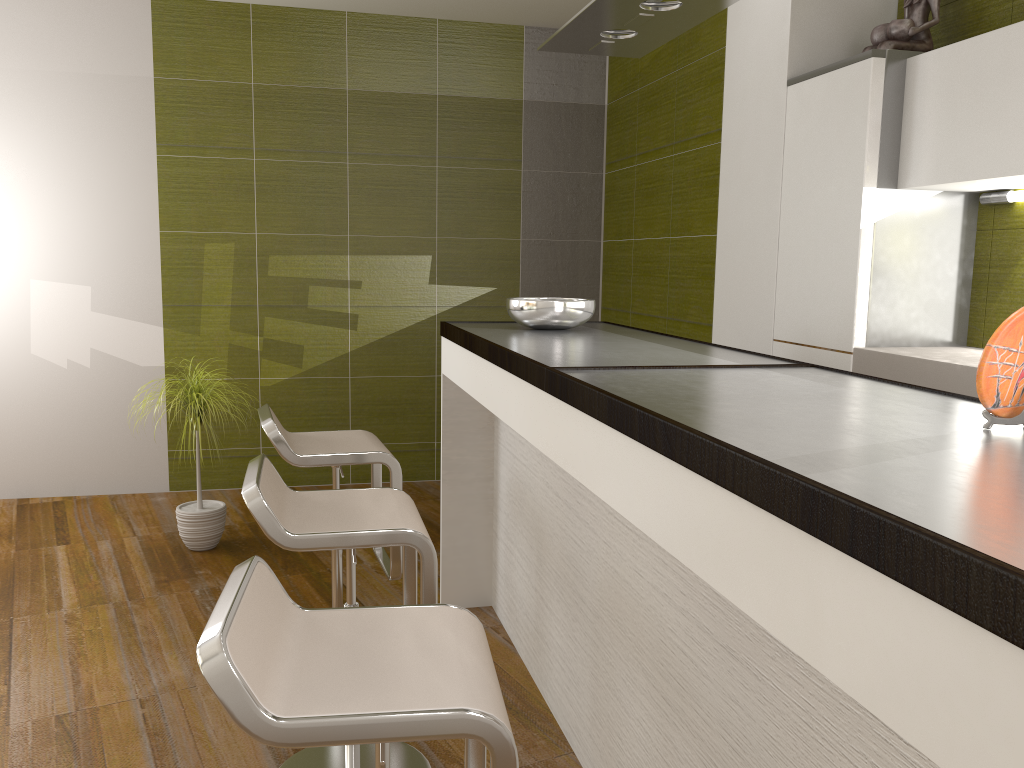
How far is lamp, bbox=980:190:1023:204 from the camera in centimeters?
298cm

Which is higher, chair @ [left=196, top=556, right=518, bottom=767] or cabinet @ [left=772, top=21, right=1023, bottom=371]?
cabinet @ [left=772, top=21, right=1023, bottom=371]

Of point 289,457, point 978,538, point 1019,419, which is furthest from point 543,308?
point 978,538

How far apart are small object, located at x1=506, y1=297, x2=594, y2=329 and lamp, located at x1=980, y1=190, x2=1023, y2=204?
1.40m

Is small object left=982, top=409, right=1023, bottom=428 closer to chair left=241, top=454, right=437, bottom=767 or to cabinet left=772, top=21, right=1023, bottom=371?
chair left=241, top=454, right=437, bottom=767

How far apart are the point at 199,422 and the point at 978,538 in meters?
3.7 m

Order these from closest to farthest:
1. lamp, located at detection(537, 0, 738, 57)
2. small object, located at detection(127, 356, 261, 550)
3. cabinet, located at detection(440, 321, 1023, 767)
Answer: cabinet, located at detection(440, 321, 1023, 767), lamp, located at detection(537, 0, 738, 57), small object, located at detection(127, 356, 261, 550)

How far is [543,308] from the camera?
2.96m

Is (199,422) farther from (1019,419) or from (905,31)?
(1019,419)

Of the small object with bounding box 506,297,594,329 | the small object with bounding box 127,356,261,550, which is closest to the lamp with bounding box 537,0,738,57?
the small object with bounding box 506,297,594,329
